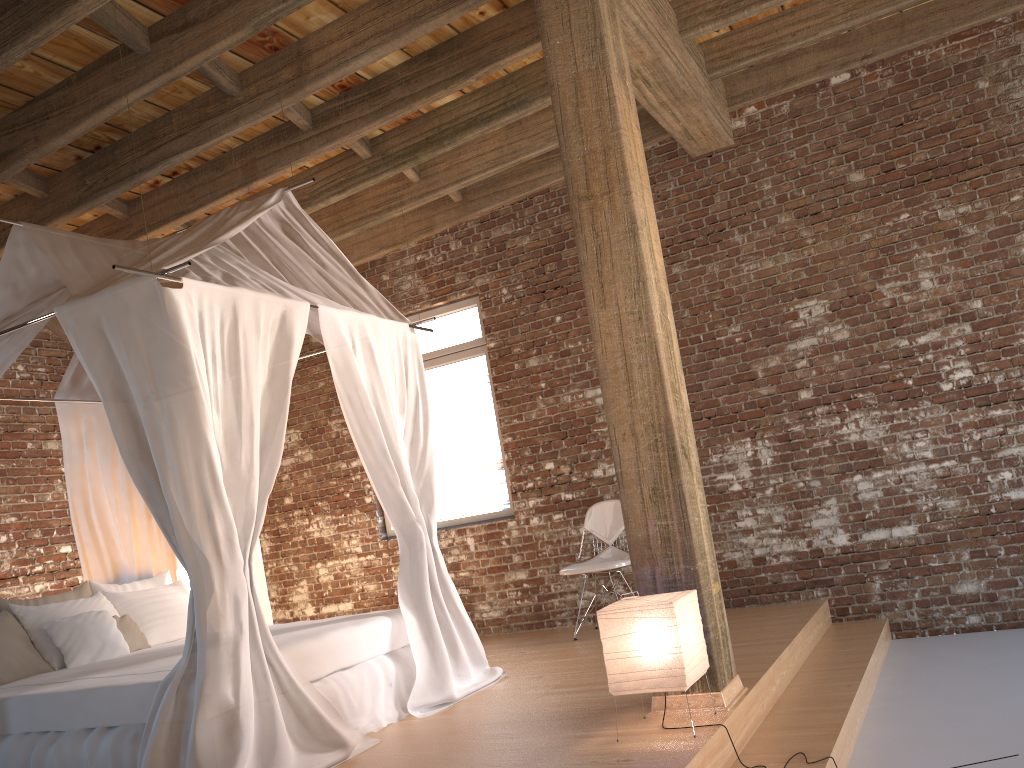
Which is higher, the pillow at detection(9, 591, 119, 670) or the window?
the window

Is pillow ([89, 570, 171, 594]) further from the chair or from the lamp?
the lamp

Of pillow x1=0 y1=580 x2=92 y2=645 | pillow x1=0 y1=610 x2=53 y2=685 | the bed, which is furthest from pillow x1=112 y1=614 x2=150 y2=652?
pillow x1=0 y1=610 x2=53 y2=685

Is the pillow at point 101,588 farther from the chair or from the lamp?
the lamp

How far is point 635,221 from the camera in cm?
368

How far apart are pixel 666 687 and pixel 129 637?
3.4 meters

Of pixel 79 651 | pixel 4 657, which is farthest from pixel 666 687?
pixel 4 657

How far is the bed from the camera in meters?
3.5 m

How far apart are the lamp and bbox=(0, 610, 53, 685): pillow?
3.24m

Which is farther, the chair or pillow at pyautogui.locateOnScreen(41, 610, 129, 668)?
the chair
